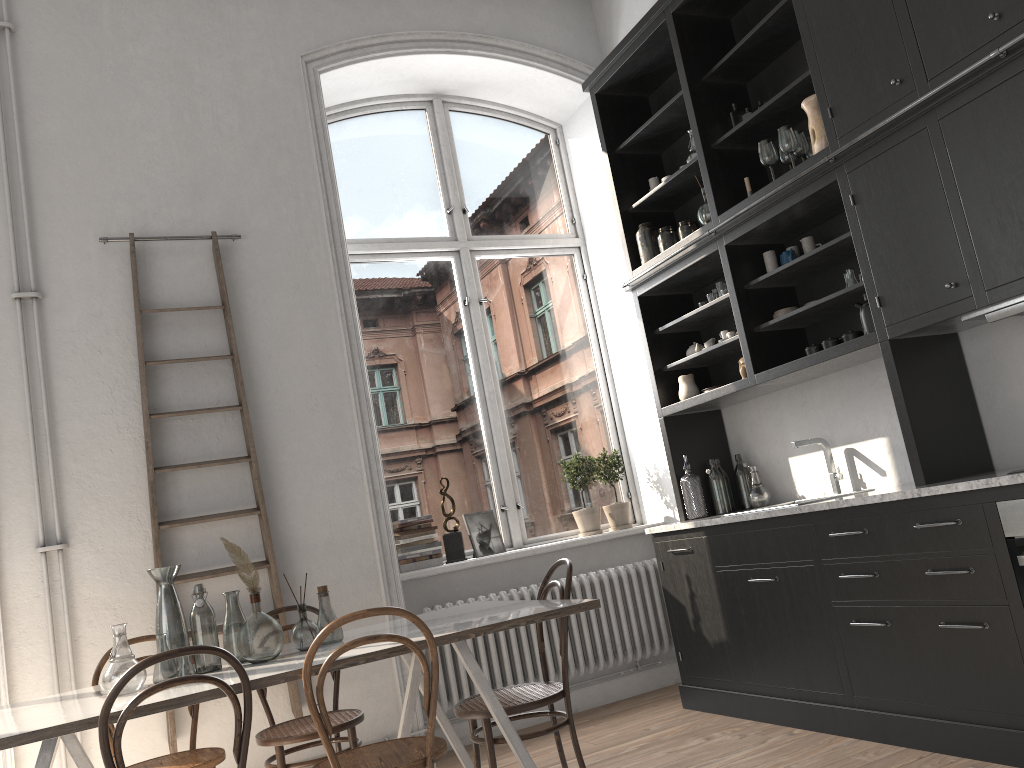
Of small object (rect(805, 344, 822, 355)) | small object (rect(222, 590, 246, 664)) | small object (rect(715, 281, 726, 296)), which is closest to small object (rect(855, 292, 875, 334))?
small object (rect(805, 344, 822, 355))

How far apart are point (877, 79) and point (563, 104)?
2.8m

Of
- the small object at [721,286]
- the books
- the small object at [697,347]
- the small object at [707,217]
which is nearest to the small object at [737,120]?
the small object at [707,217]

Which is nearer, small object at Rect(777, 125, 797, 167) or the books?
small object at Rect(777, 125, 797, 167)

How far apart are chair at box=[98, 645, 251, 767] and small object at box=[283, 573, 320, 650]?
0.65m

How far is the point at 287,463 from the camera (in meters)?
4.41

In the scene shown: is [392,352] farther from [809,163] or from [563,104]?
[809,163]

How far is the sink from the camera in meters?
4.3 m

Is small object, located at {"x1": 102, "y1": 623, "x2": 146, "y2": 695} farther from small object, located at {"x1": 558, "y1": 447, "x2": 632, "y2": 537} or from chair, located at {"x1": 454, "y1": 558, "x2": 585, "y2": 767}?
small object, located at {"x1": 558, "y1": 447, "x2": 632, "y2": 537}

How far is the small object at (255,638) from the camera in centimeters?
299cm
